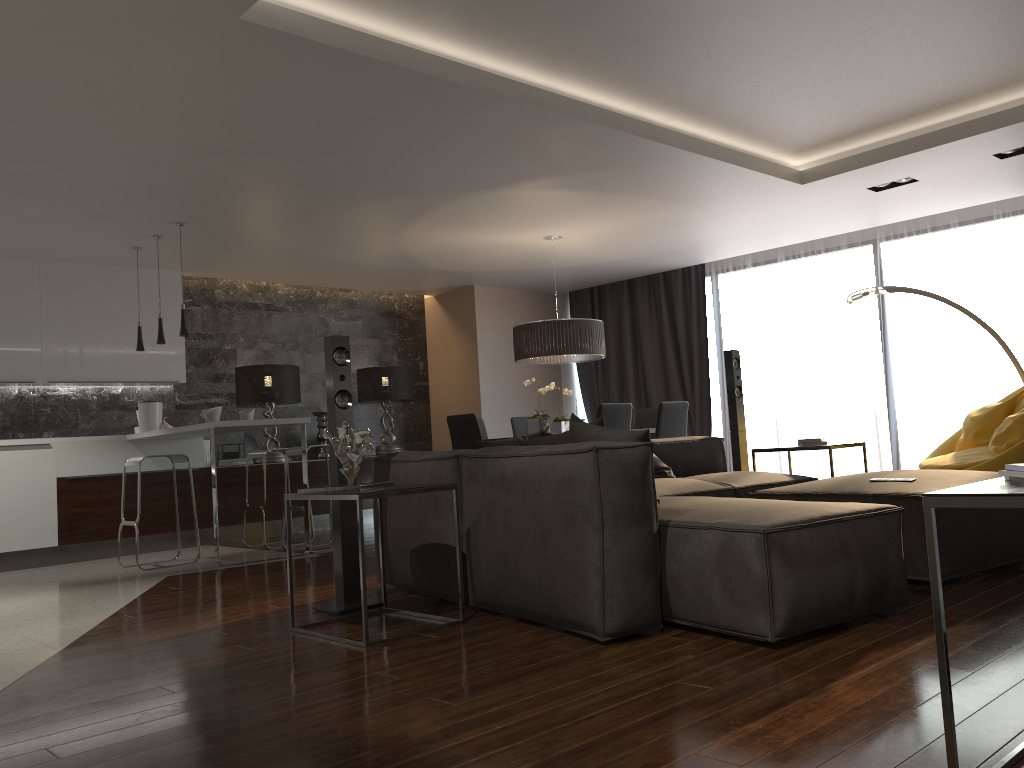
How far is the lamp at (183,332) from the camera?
6.7 meters

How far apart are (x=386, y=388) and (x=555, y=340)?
2.8 meters

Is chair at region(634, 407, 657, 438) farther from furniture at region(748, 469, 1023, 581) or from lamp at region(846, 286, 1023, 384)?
furniture at region(748, 469, 1023, 581)

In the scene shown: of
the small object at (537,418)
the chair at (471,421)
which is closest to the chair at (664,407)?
the small object at (537,418)

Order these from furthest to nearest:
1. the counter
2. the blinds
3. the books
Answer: the blinds, the counter, the books

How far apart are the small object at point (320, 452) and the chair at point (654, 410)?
3.27m

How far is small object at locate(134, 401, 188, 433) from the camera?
7.92m

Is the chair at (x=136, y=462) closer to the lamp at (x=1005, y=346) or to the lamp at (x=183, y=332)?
the lamp at (x=183, y=332)

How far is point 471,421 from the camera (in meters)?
6.87

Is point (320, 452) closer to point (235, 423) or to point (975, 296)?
point (235, 423)
